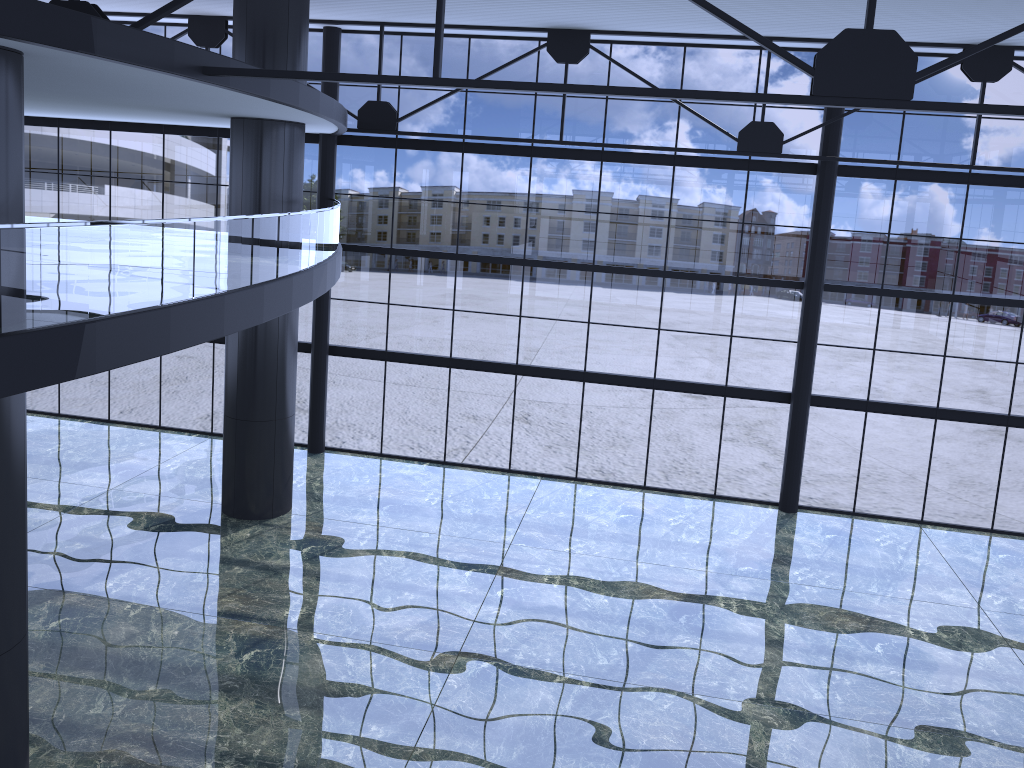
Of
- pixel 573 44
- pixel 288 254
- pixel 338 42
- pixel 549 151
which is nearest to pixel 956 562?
pixel 549 151

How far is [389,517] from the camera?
21.5m
